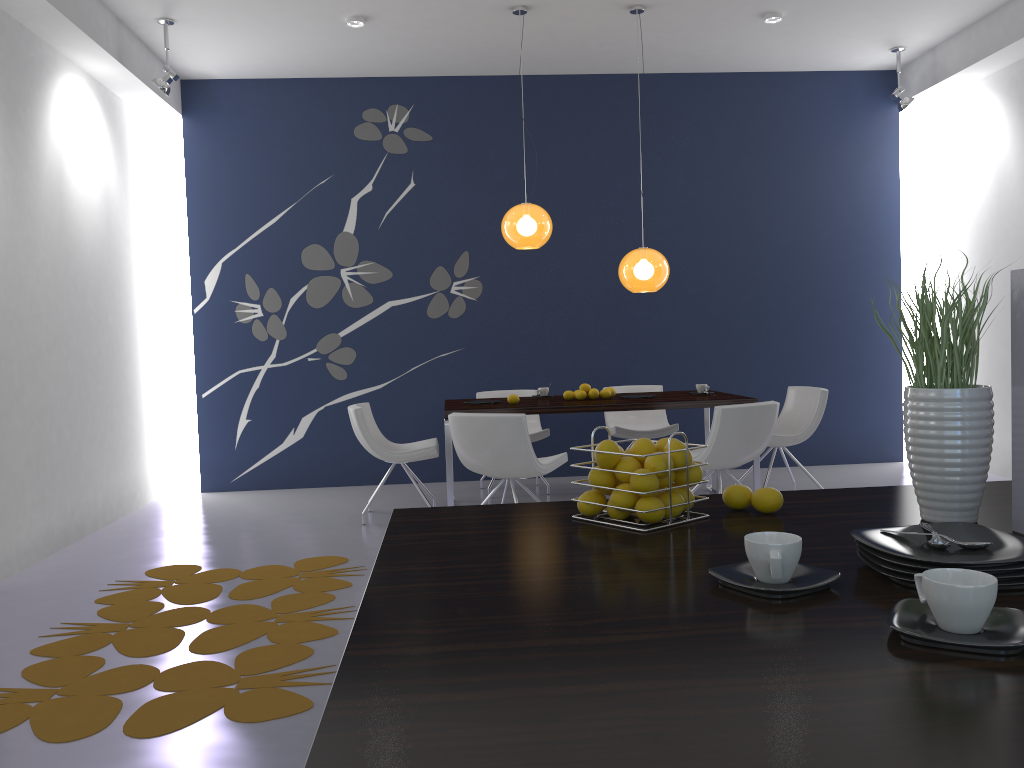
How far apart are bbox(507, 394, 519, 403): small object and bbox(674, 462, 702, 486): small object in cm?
427

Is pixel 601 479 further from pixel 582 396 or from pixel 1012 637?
pixel 582 396

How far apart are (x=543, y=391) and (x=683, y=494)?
4.9 meters

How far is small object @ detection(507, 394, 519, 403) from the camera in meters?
6.0 m

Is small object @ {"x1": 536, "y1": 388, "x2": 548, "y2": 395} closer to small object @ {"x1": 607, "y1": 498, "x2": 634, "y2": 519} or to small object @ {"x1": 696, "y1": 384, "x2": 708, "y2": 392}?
small object @ {"x1": 696, "y1": 384, "x2": 708, "y2": 392}

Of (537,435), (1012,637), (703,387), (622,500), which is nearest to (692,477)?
(622,500)

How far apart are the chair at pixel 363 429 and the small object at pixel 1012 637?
5.02m

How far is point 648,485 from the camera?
1.62m

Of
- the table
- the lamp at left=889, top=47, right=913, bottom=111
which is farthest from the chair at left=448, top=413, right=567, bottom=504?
the lamp at left=889, top=47, right=913, bottom=111

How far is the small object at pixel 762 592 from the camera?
1.2 meters
